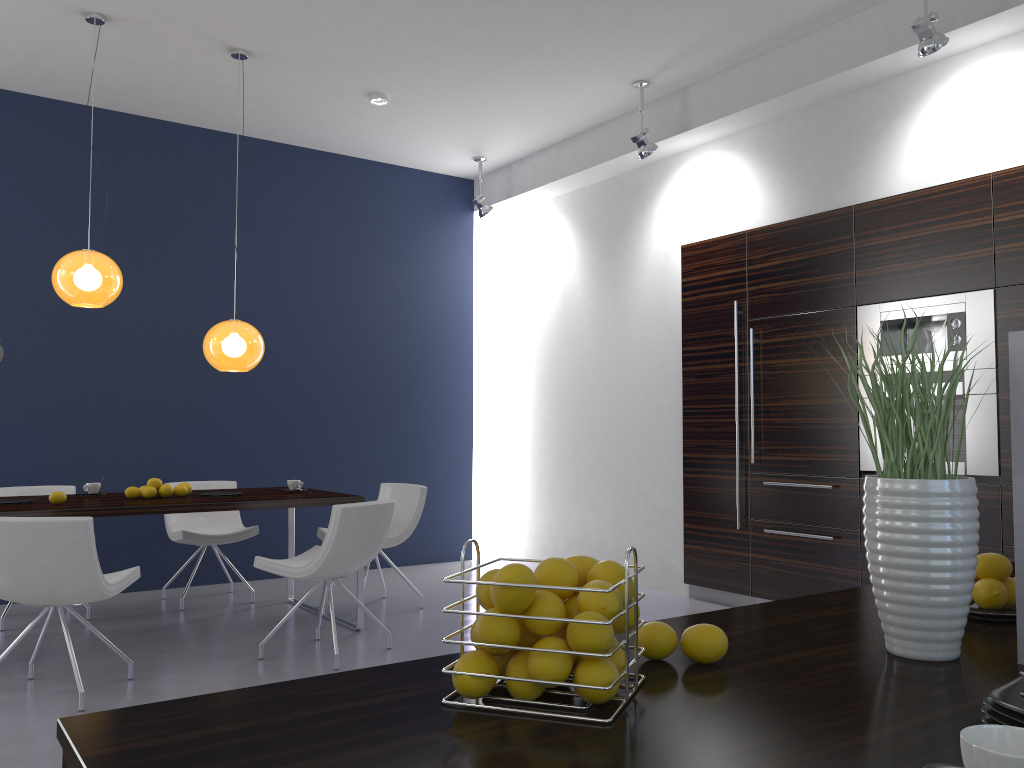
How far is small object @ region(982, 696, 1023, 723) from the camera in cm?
85

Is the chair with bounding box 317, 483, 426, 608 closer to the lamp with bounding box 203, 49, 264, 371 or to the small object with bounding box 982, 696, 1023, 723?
the lamp with bounding box 203, 49, 264, 371

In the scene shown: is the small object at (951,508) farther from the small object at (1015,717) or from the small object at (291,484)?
the small object at (291,484)

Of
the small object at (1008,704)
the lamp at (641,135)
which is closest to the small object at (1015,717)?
the small object at (1008,704)

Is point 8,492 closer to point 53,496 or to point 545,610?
point 53,496

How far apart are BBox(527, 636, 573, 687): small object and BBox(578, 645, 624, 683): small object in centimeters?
7cm

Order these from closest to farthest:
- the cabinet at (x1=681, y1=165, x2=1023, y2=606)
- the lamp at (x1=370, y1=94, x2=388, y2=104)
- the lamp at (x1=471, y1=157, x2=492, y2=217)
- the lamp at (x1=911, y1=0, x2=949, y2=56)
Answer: the lamp at (x1=911, y1=0, x2=949, y2=56), the cabinet at (x1=681, y1=165, x2=1023, y2=606), the lamp at (x1=370, y1=94, x2=388, y2=104), the lamp at (x1=471, y1=157, x2=492, y2=217)

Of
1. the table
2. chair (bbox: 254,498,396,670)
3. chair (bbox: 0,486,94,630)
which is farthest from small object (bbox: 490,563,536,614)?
chair (bbox: 0,486,94,630)

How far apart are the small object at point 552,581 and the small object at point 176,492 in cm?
450

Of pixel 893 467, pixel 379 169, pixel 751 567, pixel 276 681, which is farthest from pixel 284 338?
pixel 893 467
